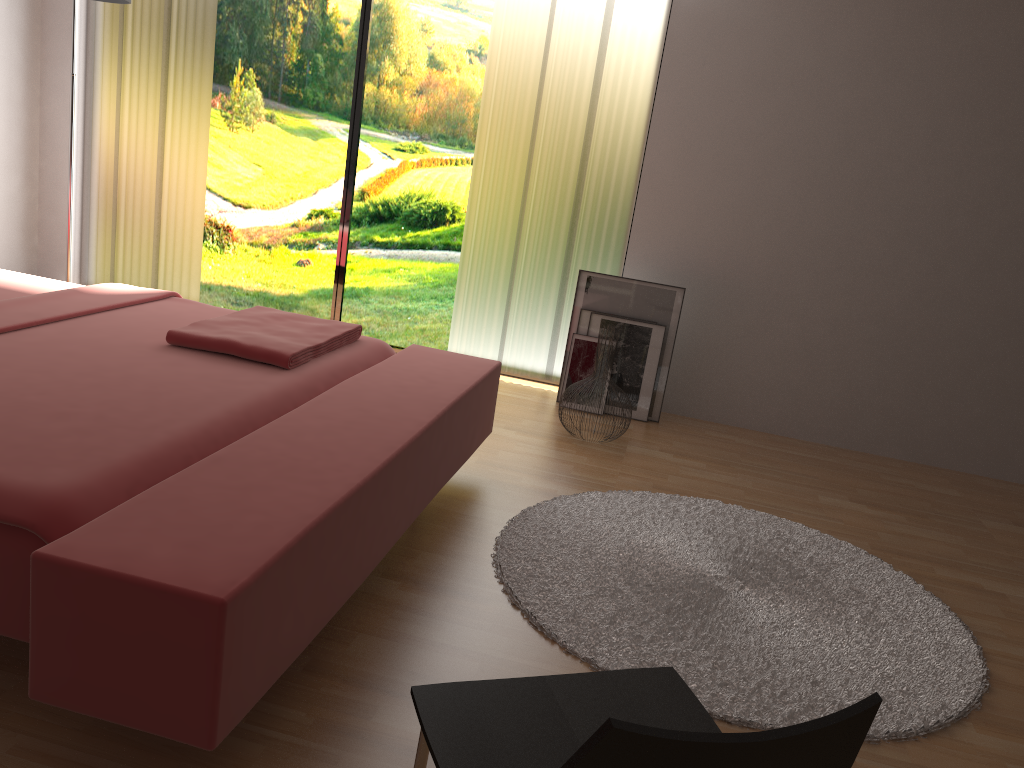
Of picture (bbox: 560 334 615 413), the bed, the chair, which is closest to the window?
picture (bbox: 560 334 615 413)

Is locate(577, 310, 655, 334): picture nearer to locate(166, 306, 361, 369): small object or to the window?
the window

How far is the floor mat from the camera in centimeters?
206cm

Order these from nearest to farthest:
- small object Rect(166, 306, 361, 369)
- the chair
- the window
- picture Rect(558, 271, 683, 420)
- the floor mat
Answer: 1. the chair
2. the floor mat
3. small object Rect(166, 306, 361, 369)
4. picture Rect(558, 271, 683, 420)
5. the window

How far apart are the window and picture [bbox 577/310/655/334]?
1.06m

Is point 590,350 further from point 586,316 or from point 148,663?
point 148,663

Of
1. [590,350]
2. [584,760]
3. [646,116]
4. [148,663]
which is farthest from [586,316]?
[584,760]

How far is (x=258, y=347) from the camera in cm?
249

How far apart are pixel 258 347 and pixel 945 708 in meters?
2.0

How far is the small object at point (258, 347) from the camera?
2.5m
